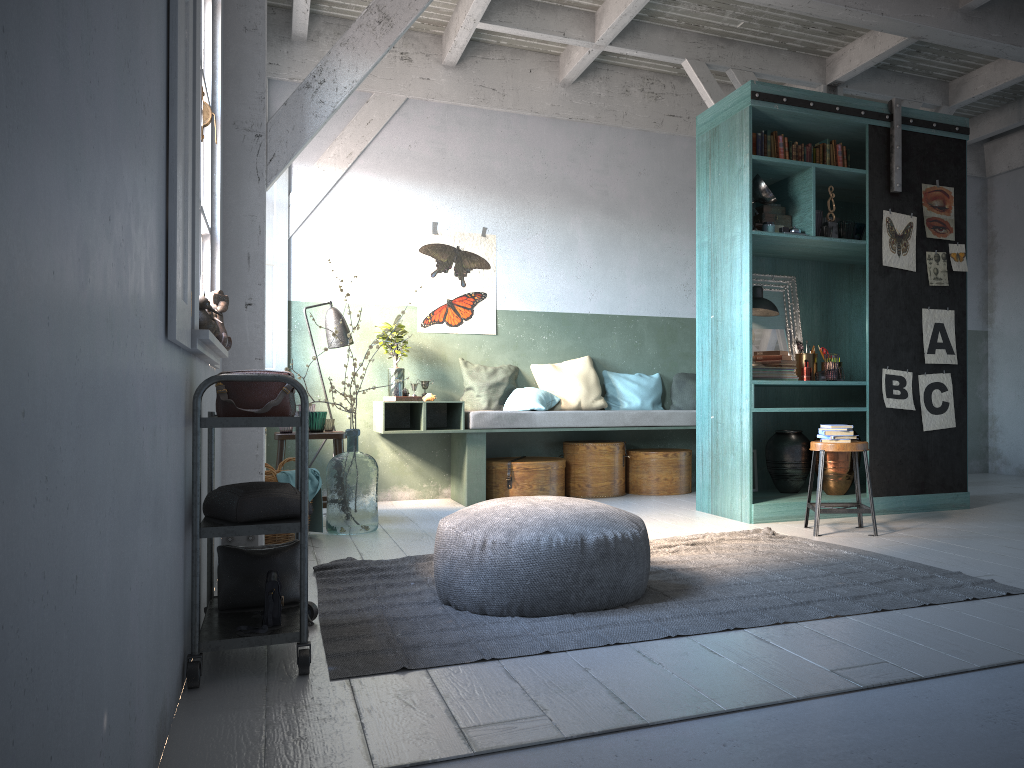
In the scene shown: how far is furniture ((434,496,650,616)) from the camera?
3.7 meters

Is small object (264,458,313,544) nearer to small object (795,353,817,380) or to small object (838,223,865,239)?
small object (795,353,817,380)

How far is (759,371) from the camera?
6.7 meters

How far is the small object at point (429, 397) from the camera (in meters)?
8.07

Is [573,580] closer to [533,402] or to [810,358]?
[810,358]

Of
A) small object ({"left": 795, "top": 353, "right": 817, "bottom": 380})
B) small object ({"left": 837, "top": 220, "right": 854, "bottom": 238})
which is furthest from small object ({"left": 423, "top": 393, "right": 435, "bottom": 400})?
small object ({"left": 837, "top": 220, "right": 854, "bottom": 238})

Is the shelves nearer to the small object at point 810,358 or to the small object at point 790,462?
the small object at point 790,462

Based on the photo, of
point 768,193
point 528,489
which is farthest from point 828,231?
point 528,489

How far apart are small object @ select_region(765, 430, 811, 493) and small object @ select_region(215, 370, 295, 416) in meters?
4.7 m

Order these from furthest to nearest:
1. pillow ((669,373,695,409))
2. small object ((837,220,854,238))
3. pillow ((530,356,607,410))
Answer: pillow ((669,373,695,409)) → pillow ((530,356,607,410)) → small object ((837,220,854,238))
